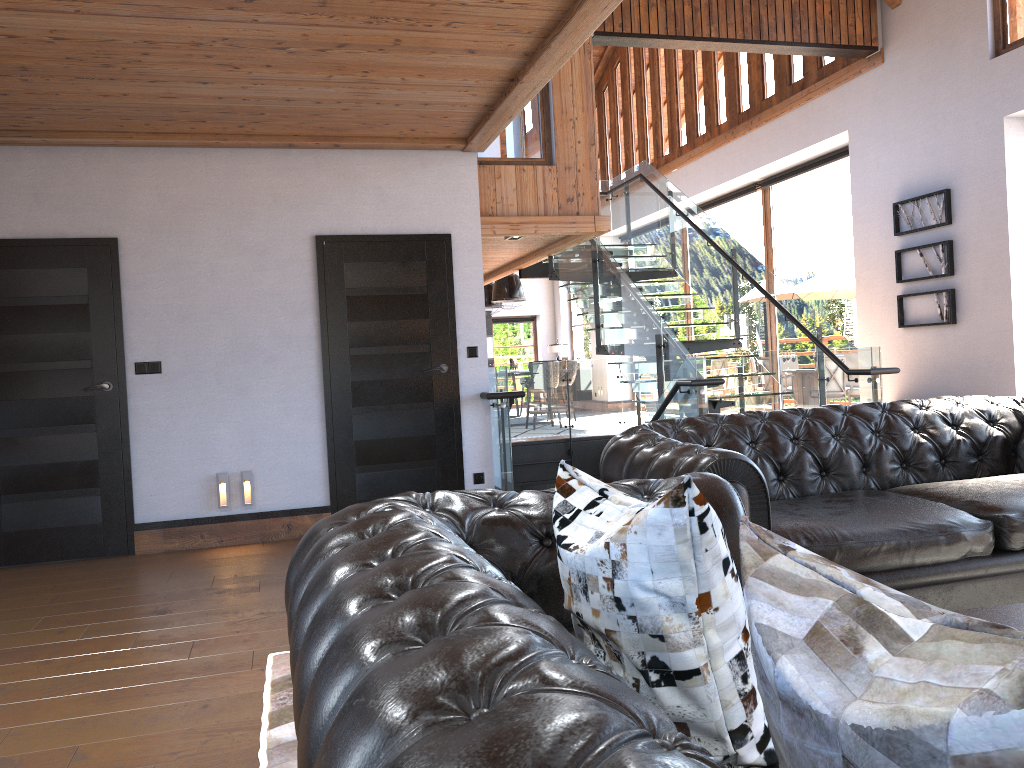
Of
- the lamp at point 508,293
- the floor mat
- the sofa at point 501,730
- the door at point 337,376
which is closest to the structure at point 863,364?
Answer: the door at point 337,376

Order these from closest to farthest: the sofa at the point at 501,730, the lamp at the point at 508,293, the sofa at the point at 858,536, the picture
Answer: the sofa at the point at 501,730 < the sofa at the point at 858,536 < the picture < the lamp at the point at 508,293

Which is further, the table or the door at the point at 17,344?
the door at the point at 17,344

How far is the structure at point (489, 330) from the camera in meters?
20.2

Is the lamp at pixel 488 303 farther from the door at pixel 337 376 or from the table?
the table

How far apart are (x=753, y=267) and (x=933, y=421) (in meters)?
4.83

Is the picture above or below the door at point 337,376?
above

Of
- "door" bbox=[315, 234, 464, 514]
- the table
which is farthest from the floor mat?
"door" bbox=[315, 234, 464, 514]

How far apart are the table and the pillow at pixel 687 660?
1.43m

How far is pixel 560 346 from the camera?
19.91m
